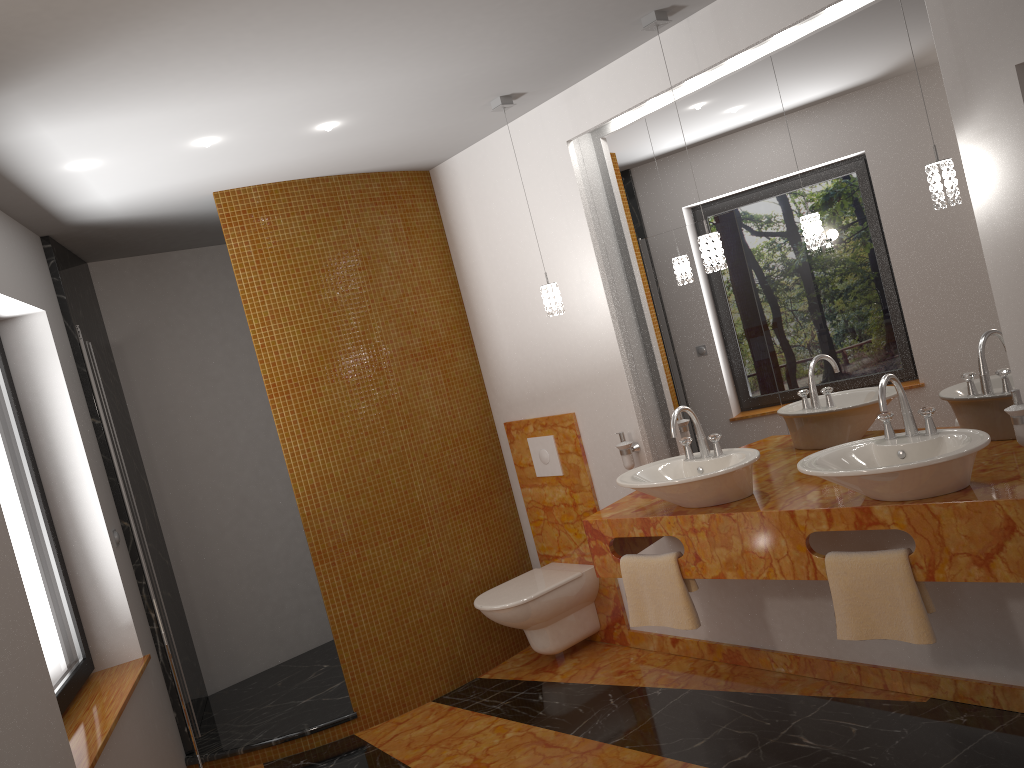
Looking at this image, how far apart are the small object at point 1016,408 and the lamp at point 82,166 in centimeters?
175cm

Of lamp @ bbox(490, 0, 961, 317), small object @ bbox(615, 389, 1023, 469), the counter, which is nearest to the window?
the counter

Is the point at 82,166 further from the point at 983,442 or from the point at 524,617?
the point at 983,442

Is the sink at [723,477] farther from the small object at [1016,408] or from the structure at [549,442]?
the structure at [549,442]

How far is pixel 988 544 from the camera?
2.4 meters

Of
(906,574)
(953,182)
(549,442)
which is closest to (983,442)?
(906,574)

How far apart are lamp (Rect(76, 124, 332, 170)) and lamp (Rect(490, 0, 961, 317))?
0.68m

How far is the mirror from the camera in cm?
279

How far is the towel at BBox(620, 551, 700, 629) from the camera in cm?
317

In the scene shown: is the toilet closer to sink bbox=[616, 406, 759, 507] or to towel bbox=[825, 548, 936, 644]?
sink bbox=[616, 406, 759, 507]
